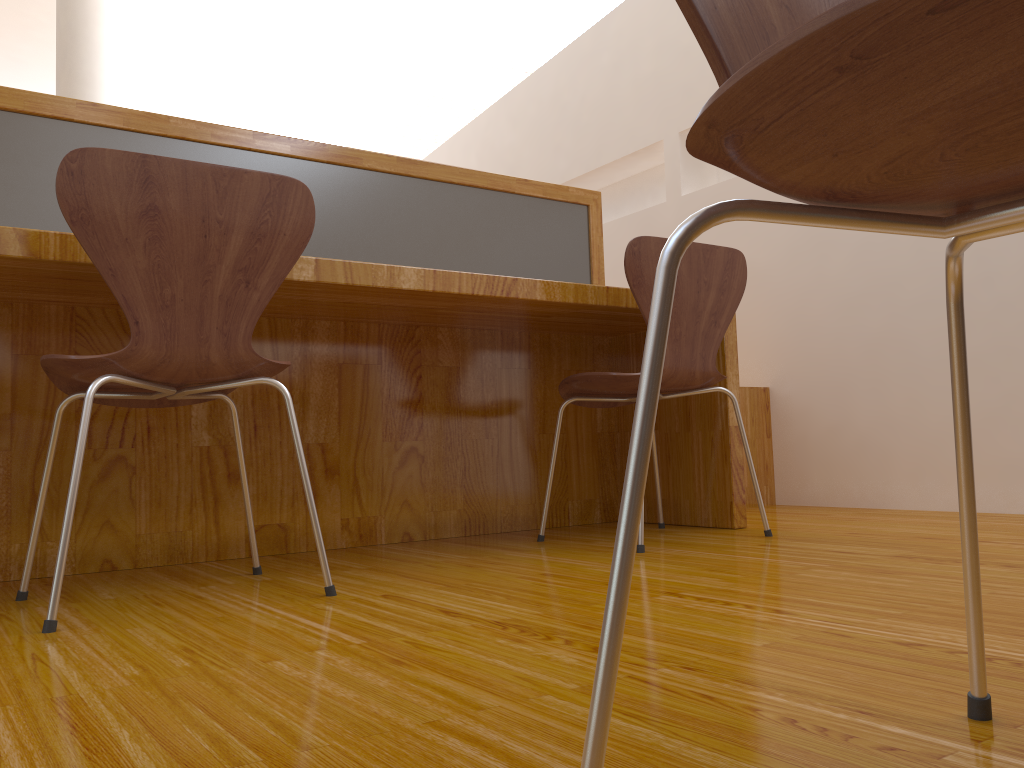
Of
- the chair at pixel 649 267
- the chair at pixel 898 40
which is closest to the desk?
the chair at pixel 649 267

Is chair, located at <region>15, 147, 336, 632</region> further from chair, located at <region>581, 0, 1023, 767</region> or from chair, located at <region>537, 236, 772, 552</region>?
chair, located at <region>581, 0, 1023, 767</region>

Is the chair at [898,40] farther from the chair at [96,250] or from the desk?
the desk

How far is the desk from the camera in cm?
181

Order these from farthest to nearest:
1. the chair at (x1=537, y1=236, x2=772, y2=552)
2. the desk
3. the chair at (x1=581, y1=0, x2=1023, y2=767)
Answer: the chair at (x1=537, y1=236, x2=772, y2=552) < the desk < the chair at (x1=581, y1=0, x2=1023, y2=767)

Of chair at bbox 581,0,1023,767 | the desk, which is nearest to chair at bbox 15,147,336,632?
the desk

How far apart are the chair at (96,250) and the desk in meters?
0.2 m

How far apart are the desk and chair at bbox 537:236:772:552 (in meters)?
0.16

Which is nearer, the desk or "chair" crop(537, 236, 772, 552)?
the desk

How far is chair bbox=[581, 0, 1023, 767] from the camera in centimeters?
35cm
